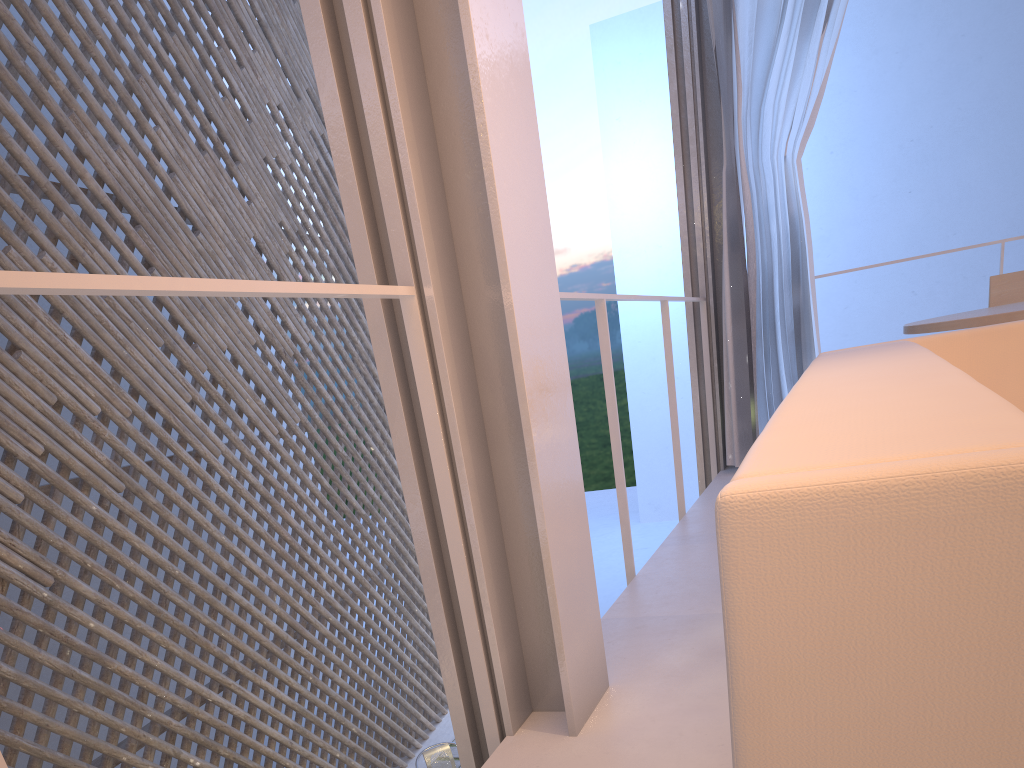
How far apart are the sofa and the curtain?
1.4m

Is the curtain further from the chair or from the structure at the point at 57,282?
the structure at the point at 57,282

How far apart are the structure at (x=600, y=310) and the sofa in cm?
44

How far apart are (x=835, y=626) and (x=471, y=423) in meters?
0.7 m

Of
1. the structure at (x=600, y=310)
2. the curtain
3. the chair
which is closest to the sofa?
the structure at (x=600, y=310)

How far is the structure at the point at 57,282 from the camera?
0.5m

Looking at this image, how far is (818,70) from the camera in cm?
245

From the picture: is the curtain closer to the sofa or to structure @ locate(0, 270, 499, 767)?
the sofa

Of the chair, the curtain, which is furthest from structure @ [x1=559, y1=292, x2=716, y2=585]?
the chair

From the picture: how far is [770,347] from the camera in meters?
2.6 m
